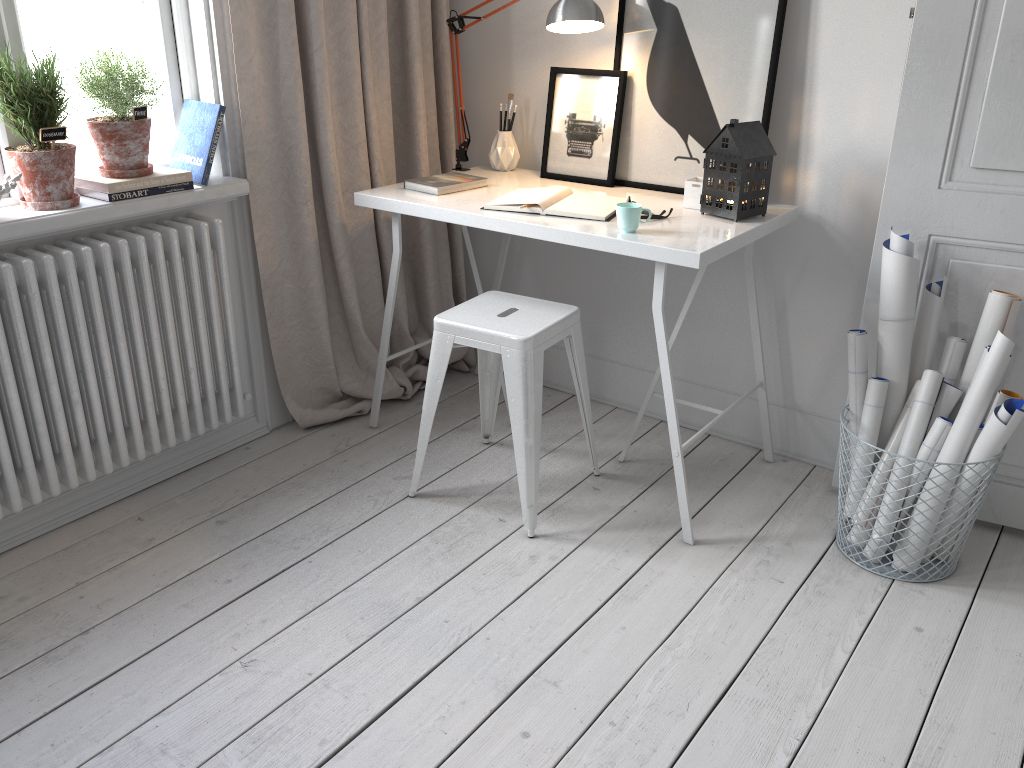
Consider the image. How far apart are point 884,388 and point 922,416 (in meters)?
0.11

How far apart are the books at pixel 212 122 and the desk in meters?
0.4

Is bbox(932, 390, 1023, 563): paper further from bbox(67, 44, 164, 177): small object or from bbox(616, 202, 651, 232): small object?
bbox(67, 44, 164, 177): small object

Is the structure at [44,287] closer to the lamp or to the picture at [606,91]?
the lamp

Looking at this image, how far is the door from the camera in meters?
2.0 m

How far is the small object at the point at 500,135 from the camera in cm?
288

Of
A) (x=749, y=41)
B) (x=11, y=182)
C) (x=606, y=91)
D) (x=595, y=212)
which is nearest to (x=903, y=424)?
(x=595, y=212)

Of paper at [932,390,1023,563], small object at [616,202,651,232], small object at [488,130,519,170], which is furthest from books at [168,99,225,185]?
paper at [932,390,1023,563]

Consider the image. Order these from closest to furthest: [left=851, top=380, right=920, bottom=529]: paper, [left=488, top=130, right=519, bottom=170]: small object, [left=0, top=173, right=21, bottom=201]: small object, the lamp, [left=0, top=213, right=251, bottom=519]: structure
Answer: [left=0, top=173, right=21, bottom=201]: small object < [left=0, top=213, right=251, bottom=519]: structure < [left=851, top=380, right=920, bottom=529]: paper < the lamp < [left=488, top=130, right=519, bottom=170]: small object

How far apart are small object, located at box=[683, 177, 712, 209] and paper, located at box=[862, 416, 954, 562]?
0.8m
